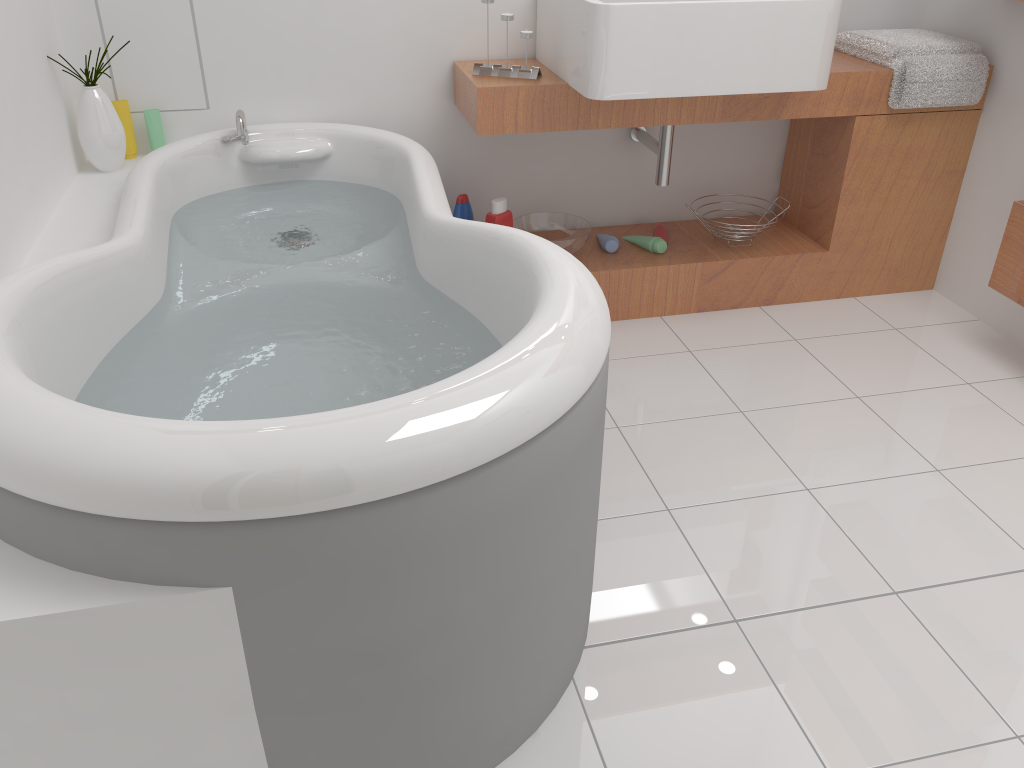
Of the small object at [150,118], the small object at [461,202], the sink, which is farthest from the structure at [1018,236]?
the small object at [150,118]

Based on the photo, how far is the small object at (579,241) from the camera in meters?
2.6

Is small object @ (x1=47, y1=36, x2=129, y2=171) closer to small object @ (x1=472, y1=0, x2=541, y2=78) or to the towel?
small object @ (x1=472, y1=0, x2=541, y2=78)

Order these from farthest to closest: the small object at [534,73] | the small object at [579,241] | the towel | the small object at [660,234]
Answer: the small object at [660,234] < the small object at [579,241] < the towel < the small object at [534,73]

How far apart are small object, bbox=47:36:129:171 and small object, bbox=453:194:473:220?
0.92m

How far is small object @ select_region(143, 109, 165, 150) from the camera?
2.42m

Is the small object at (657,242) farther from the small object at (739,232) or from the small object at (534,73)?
the small object at (534,73)

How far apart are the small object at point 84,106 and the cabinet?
0.91m

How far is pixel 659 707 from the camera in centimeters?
147cm

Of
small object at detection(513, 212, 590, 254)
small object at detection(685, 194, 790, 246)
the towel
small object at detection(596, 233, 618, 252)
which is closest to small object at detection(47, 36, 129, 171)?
small object at detection(513, 212, 590, 254)
